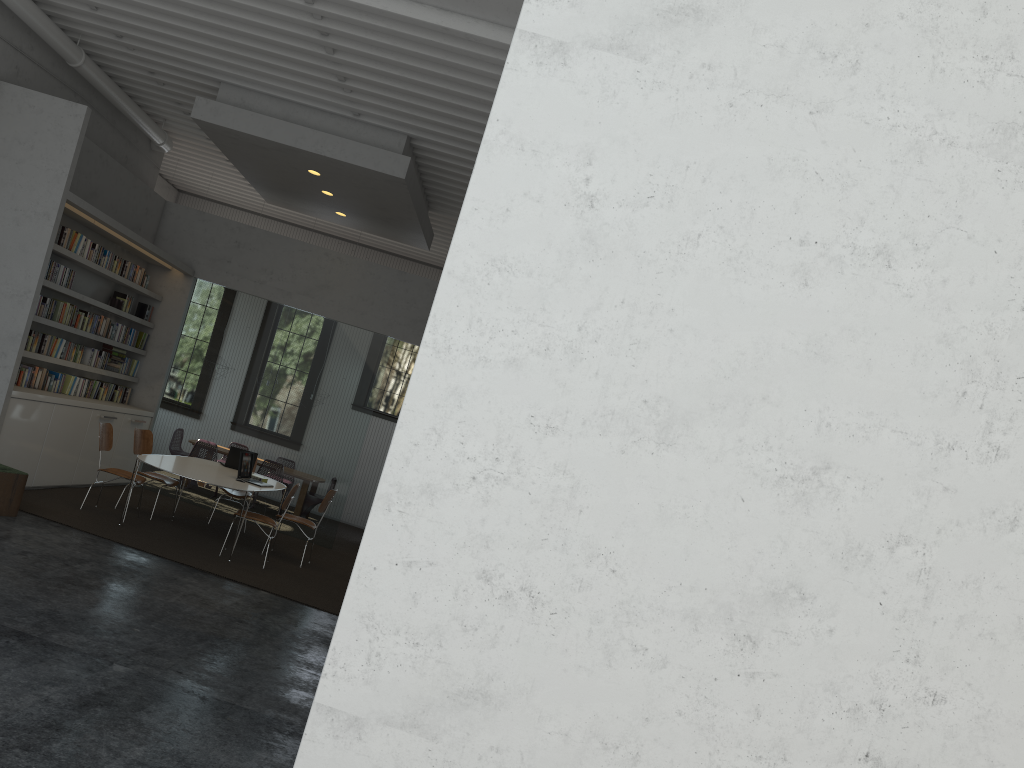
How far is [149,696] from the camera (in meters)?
4.40
